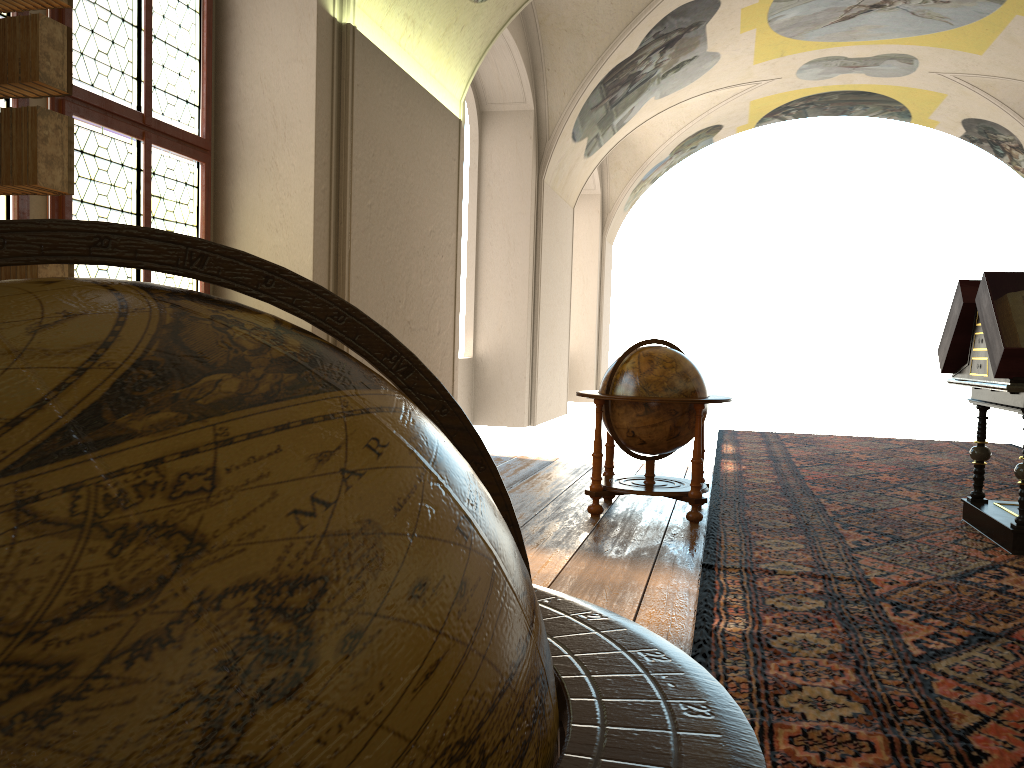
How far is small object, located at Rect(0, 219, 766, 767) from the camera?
0.5m

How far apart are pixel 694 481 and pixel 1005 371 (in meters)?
2.28

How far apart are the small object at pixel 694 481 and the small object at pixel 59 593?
5.55m

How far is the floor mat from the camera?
3.1m

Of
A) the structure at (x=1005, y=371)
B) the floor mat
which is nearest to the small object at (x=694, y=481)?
the floor mat

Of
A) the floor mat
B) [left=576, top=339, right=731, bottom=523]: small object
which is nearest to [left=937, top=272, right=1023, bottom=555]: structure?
the floor mat

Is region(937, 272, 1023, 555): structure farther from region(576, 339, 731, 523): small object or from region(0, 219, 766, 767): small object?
region(0, 219, 766, 767): small object

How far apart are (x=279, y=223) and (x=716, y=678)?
5.17m

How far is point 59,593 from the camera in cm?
51

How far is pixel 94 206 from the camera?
5.94m
